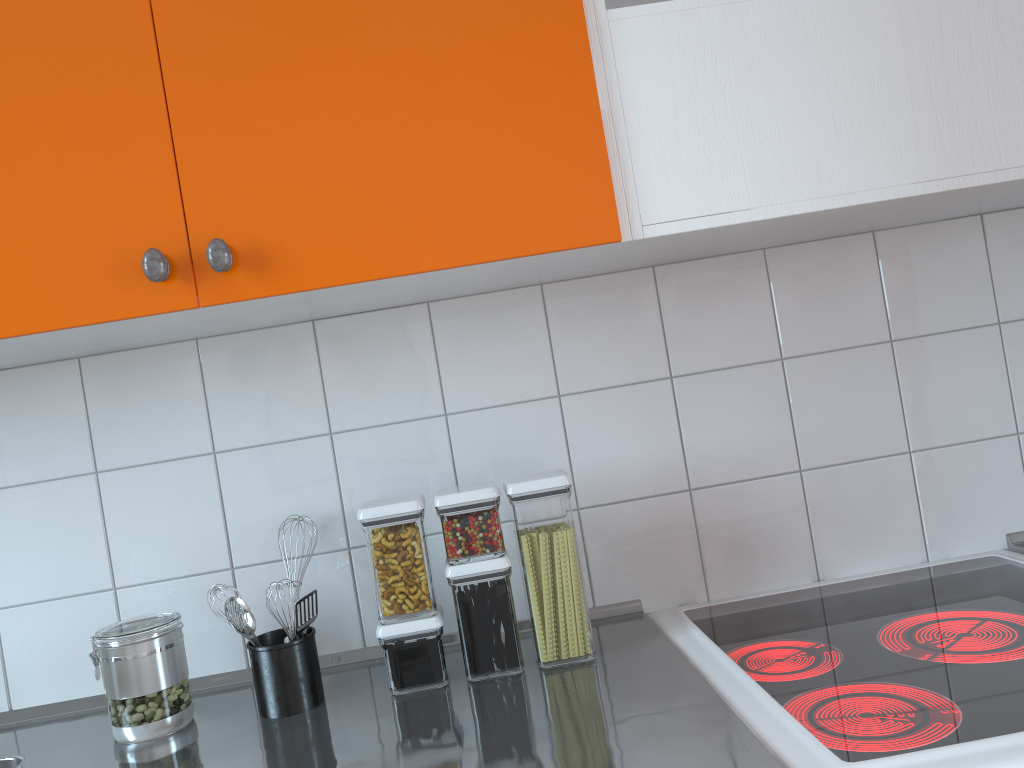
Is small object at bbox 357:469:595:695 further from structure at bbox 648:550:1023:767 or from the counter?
structure at bbox 648:550:1023:767

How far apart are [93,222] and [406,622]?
0.6m

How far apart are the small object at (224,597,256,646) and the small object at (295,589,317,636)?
0.1m

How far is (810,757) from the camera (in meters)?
0.87

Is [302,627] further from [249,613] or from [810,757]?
[810,757]

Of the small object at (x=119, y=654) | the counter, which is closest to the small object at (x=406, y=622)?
the counter

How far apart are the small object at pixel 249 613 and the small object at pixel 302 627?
0.06m

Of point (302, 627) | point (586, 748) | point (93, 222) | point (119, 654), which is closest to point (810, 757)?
point (586, 748)

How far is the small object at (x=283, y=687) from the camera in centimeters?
120cm

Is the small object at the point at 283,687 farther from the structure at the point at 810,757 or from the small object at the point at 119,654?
the structure at the point at 810,757
